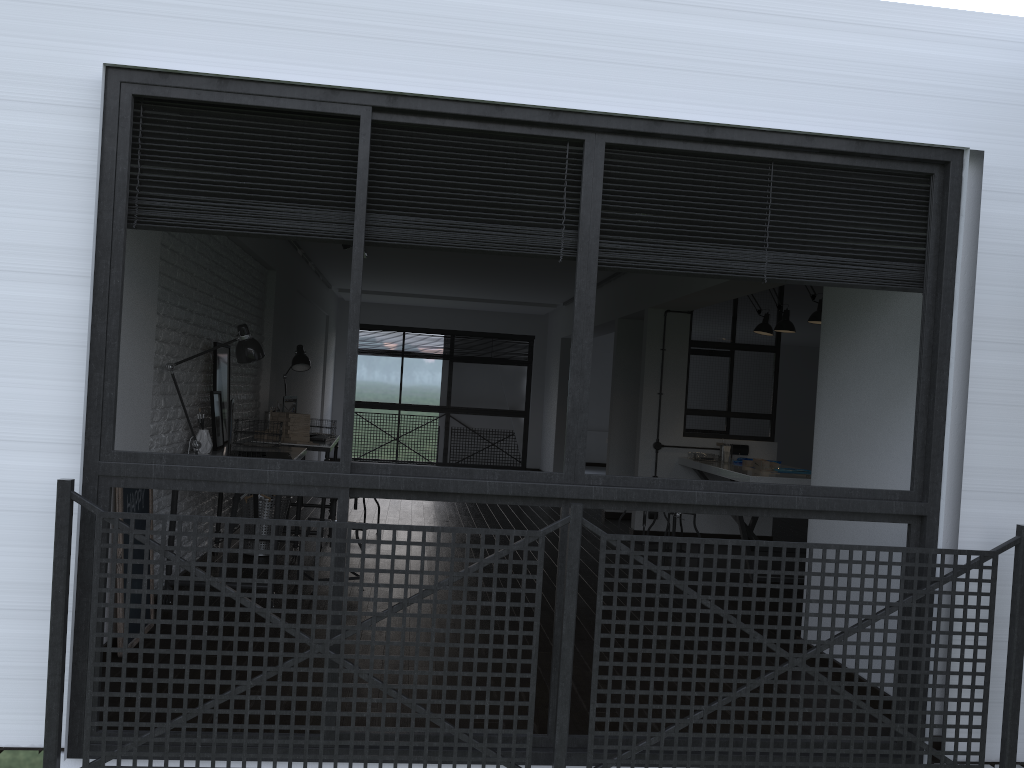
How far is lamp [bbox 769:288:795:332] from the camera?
6.7m

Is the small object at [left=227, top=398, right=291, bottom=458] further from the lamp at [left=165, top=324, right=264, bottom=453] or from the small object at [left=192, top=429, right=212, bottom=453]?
the lamp at [left=165, top=324, right=264, bottom=453]

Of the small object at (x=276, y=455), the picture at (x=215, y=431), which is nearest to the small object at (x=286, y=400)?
the picture at (x=215, y=431)

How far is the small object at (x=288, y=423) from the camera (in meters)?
6.05

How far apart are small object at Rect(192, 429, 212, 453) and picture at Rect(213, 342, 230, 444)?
0.48m

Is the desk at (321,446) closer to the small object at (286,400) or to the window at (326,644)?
the small object at (286,400)

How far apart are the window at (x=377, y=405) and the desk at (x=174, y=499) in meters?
7.4 m

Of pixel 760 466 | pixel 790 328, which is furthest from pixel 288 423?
pixel 790 328

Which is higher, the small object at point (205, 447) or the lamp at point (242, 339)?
the lamp at point (242, 339)

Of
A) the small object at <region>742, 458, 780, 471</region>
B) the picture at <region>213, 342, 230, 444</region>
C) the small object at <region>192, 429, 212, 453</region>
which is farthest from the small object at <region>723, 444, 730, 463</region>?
the small object at <region>192, 429, 212, 453</region>
